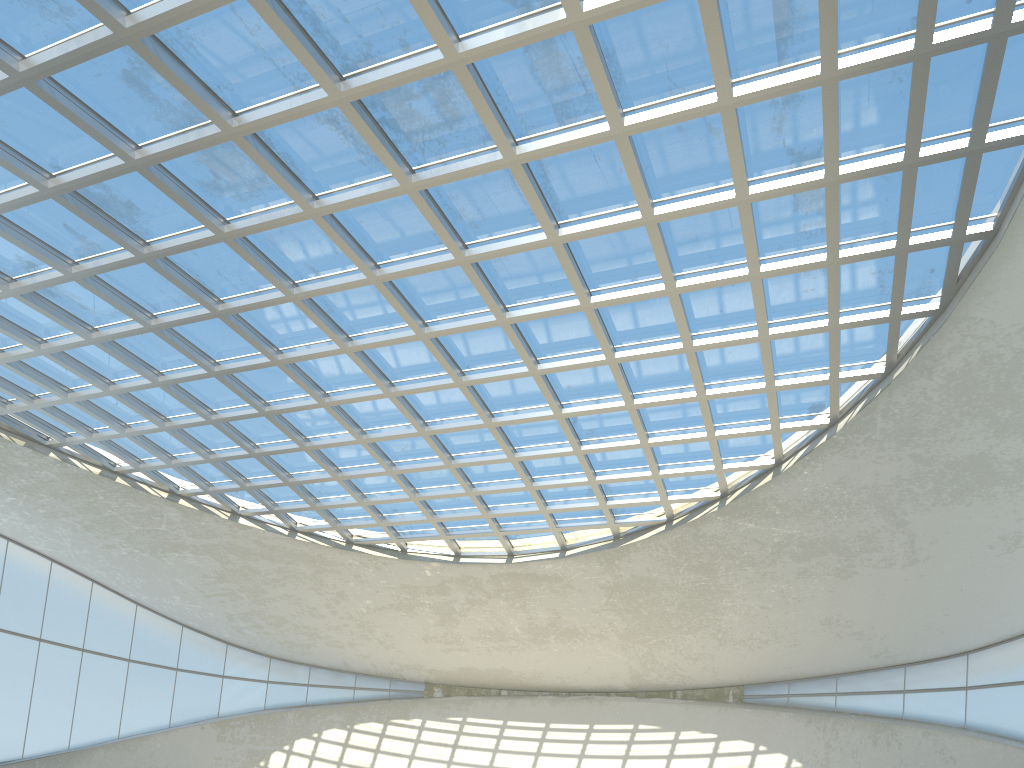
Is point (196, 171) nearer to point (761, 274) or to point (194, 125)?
point (194, 125)
